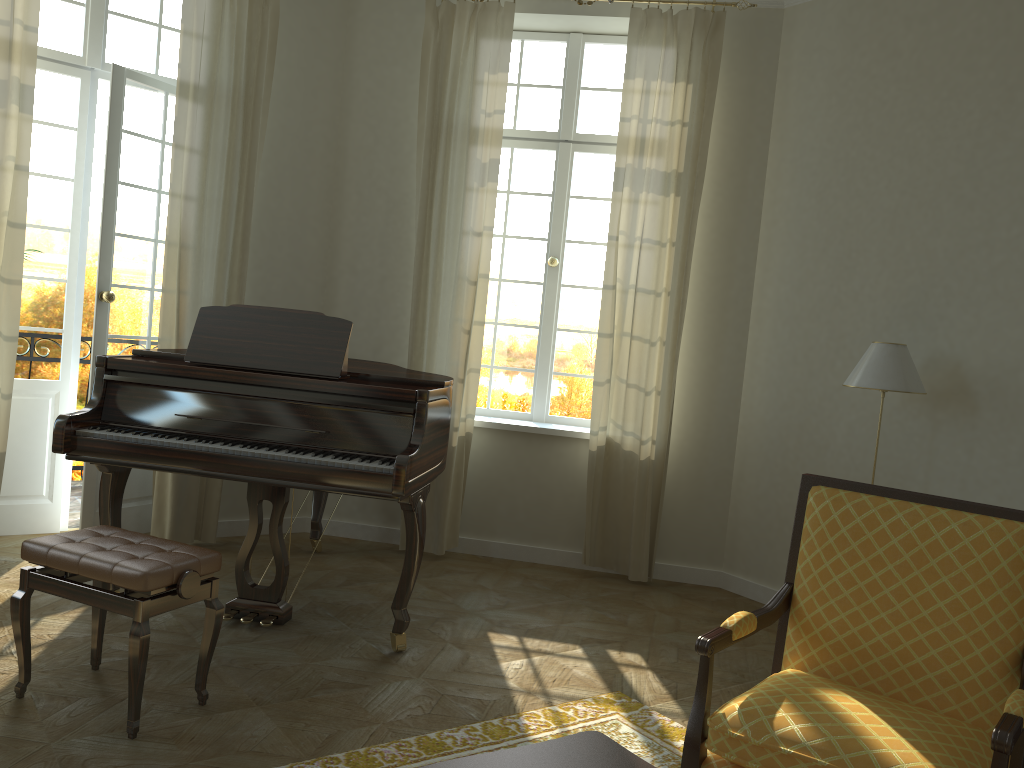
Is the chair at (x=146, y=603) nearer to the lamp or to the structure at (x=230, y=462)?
the structure at (x=230, y=462)

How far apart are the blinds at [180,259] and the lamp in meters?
3.4 m

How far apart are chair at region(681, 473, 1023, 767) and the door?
3.9 meters

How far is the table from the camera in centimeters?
193cm

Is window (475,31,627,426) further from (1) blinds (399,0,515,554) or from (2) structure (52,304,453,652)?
(2) structure (52,304,453,652)

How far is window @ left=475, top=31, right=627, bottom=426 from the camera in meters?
5.7

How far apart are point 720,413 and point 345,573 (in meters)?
2.41

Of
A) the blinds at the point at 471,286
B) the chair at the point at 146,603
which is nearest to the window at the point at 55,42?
the blinds at the point at 471,286

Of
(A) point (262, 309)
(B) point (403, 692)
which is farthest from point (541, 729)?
(A) point (262, 309)

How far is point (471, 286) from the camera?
5.34m
